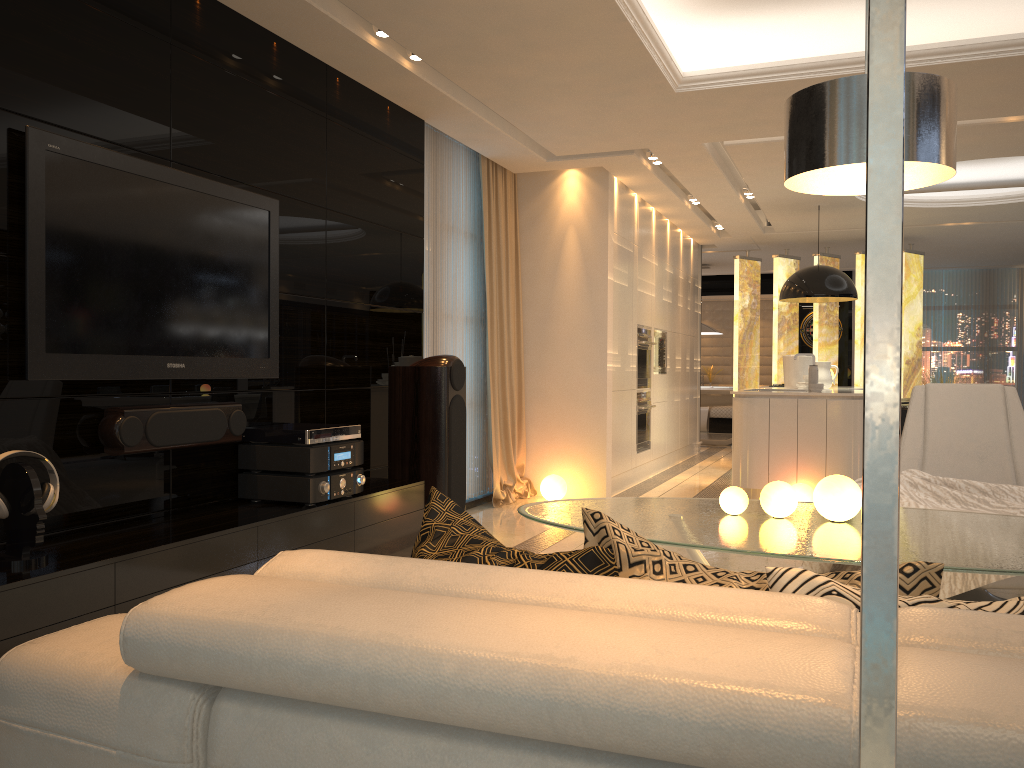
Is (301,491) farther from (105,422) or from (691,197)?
(691,197)

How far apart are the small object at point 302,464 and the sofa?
2.4 meters

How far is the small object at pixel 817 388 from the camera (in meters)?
6.97

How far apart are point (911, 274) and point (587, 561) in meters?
10.2 m

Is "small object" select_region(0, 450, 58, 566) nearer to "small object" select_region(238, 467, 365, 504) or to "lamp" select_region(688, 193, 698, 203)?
"small object" select_region(238, 467, 365, 504)

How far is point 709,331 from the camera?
12.8m

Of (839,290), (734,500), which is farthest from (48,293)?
(839,290)

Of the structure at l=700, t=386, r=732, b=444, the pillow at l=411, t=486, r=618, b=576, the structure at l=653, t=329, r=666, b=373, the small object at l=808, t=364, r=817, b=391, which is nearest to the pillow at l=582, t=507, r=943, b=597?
the pillow at l=411, t=486, r=618, b=576

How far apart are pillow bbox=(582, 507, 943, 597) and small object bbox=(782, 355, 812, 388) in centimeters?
727cm

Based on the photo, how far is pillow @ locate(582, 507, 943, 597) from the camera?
1.2m
